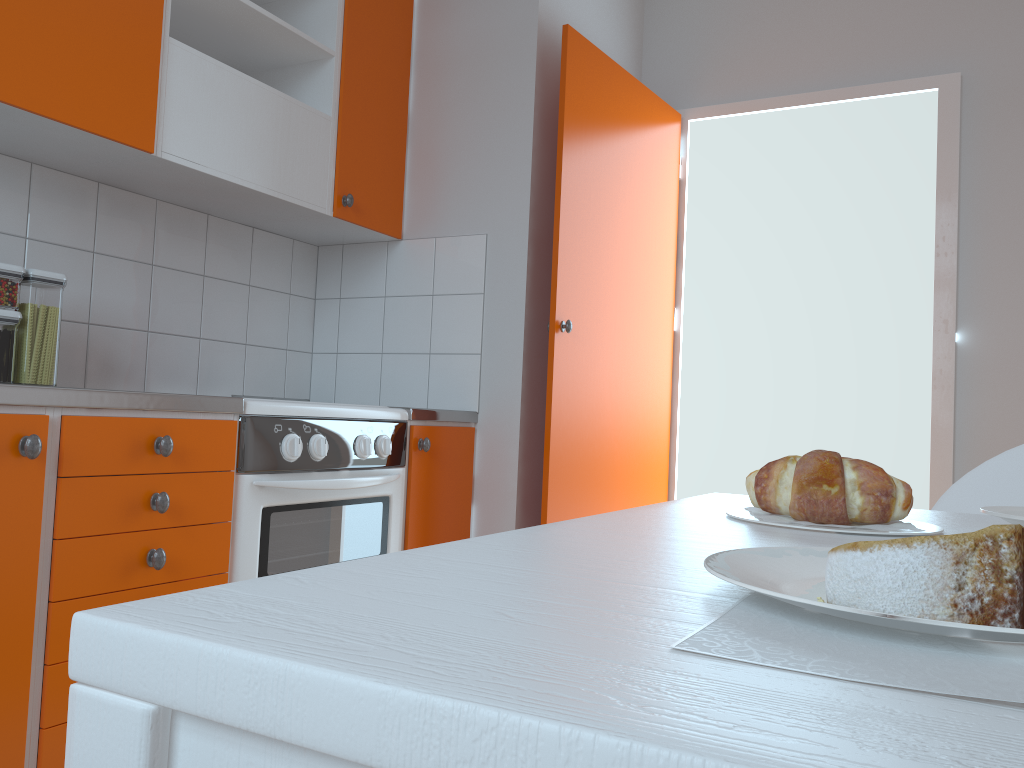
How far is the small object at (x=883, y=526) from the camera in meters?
0.7

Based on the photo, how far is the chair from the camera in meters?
1.1

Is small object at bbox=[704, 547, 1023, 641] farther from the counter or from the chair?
the counter

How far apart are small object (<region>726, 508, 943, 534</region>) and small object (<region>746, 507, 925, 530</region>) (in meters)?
0.01

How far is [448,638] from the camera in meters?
0.3

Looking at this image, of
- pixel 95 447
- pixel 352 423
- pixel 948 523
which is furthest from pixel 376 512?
pixel 948 523

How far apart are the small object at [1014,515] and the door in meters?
1.8 m

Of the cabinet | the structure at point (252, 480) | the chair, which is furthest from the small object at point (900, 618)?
the structure at point (252, 480)

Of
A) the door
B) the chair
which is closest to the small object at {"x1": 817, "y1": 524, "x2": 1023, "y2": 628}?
the chair

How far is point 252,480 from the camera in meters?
1.9 m
